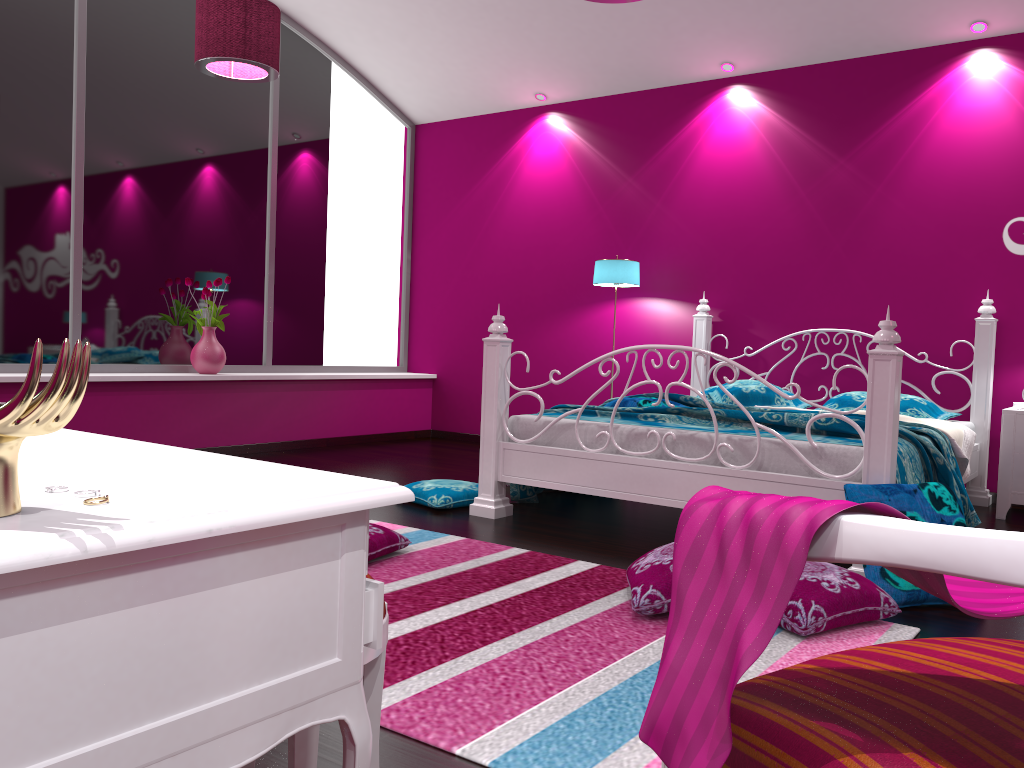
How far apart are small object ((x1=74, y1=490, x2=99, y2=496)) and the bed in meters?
2.6 m

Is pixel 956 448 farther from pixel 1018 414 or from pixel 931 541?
pixel 931 541

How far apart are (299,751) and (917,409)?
4.1m

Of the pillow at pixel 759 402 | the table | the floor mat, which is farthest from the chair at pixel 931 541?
the pillow at pixel 759 402

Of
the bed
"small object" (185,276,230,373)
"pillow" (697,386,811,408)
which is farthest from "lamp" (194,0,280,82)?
"pillow" (697,386,811,408)

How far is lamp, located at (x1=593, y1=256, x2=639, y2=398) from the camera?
5.6 meters

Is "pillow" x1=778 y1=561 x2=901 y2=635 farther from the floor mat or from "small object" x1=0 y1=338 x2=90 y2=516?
"small object" x1=0 y1=338 x2=90 y2=516

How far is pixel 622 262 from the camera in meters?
5.6 m

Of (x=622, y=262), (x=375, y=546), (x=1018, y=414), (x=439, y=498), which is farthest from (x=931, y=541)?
(x=622, y=262)

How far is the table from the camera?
0.7 meters
